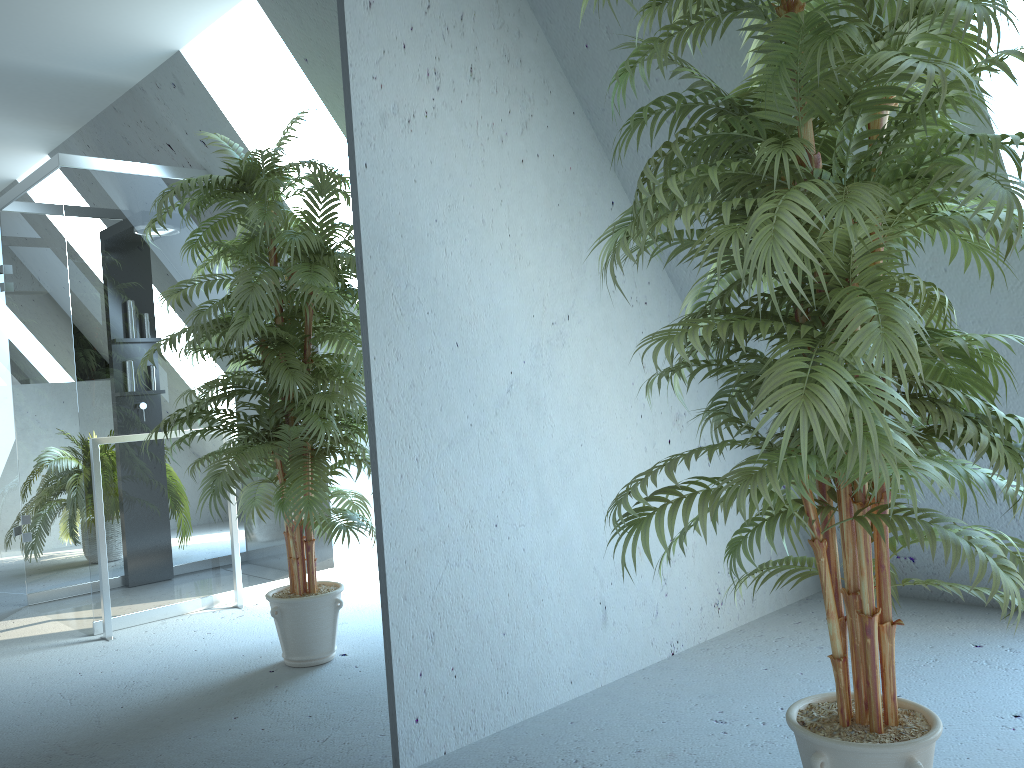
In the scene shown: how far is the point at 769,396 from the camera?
1.34m

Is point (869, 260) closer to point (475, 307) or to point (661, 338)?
point (661, 338)

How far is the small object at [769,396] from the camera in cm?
134

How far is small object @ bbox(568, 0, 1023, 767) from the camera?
1.3m
